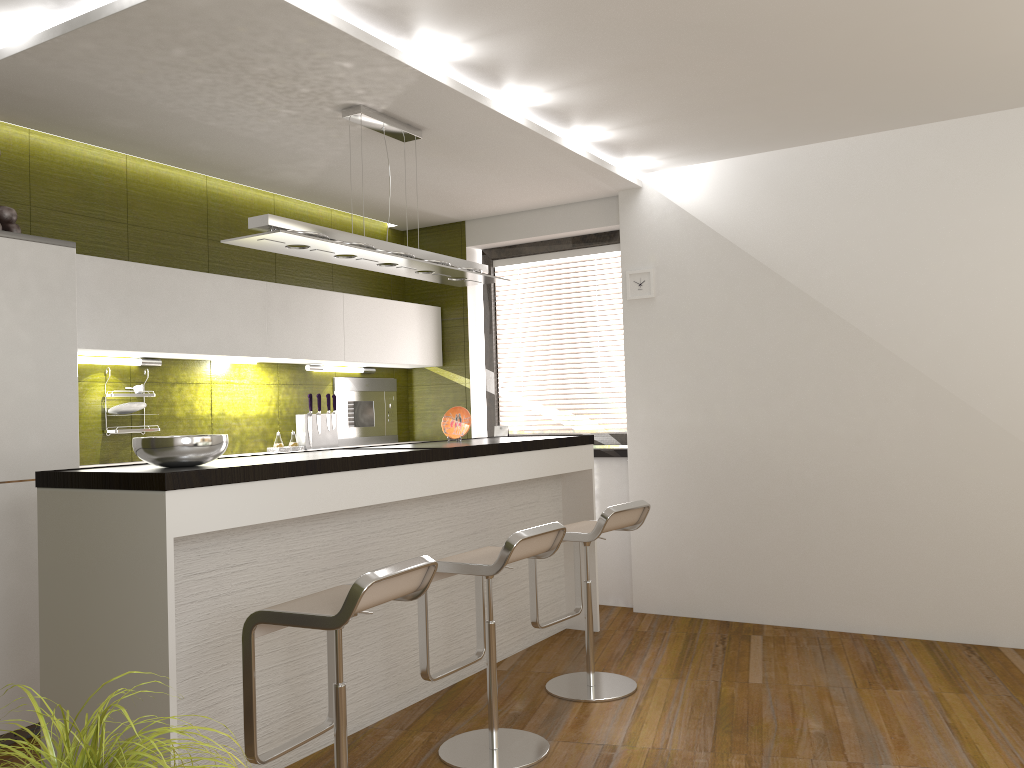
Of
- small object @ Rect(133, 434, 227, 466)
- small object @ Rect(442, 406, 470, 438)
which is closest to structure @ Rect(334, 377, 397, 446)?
small object @ Rect(442, 406, 470, 438)

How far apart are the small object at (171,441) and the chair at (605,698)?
1.58m

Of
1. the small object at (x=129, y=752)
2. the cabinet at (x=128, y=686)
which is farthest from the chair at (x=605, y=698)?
the small object at (x=129, y=752)

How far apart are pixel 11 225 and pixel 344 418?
2.6 meters

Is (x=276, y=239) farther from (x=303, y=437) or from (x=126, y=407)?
(x=303, y=437)

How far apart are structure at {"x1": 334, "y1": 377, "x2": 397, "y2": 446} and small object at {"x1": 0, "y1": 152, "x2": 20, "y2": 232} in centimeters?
243cm

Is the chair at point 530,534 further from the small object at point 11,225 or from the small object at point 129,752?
the small object at point 11,225

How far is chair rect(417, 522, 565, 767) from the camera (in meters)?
3.18

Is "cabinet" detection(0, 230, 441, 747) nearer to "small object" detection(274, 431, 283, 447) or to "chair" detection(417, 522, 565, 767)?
"small object" detection(274, 431, 283, 447)

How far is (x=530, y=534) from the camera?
3.2 meters
